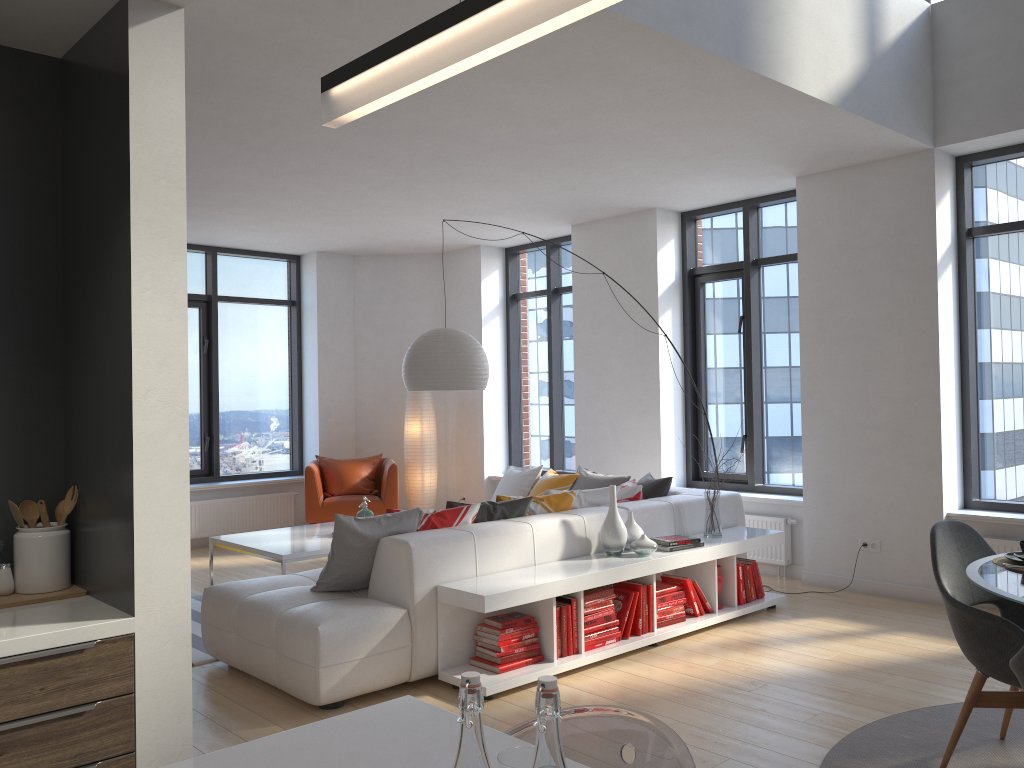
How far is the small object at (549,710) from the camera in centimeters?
91cm

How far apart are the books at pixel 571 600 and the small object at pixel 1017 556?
2.0m

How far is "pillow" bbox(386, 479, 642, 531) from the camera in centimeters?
476cm

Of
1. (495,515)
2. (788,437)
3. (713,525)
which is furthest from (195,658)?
(788,437)

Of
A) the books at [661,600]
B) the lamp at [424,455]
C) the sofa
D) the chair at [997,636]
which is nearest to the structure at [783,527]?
the sofa

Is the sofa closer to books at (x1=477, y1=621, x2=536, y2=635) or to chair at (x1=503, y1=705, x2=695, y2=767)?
books at (x1=477, y1=621, x2=536, y2=635)

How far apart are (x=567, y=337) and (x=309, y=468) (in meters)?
2.84

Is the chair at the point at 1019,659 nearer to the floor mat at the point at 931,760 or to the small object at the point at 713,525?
the floor mat at the point at 931,760

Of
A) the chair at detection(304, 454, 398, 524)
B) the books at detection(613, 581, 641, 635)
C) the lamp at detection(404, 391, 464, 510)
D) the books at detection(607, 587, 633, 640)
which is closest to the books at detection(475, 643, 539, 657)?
the books at detection(607, 587, 633, 640)

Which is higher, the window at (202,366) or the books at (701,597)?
the window at (202,366)
